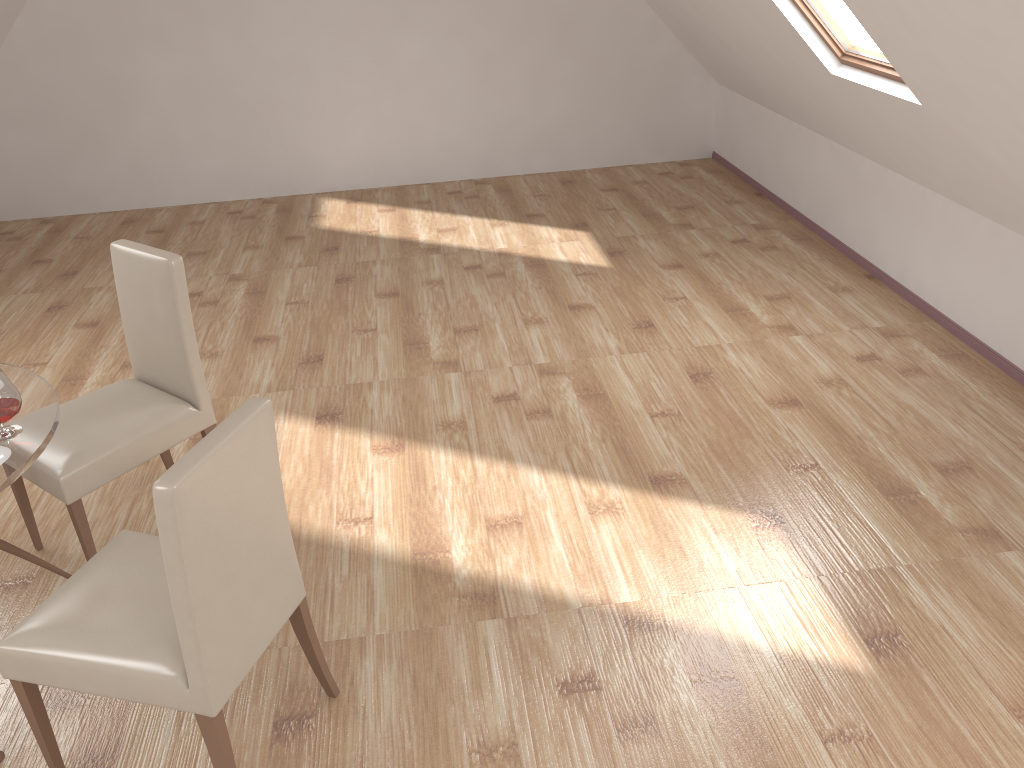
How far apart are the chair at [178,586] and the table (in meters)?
0.29

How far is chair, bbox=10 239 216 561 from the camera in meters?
2.8

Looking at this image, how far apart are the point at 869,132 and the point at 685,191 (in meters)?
2.27

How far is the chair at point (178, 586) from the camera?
1.8m

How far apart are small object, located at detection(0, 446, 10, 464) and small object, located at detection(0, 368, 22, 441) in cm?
9

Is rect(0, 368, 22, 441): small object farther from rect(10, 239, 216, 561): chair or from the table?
rect(10, 239, 216, 561): chair

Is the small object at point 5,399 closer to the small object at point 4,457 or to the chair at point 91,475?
the small object at point 4,457

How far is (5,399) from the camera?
2.3m

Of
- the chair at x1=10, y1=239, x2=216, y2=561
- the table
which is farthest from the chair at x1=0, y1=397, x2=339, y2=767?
the chair at x1=10, y1=239, x2=216, y2=561

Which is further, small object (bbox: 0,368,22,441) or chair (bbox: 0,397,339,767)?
small object (bbox: 0,368,22,441)
